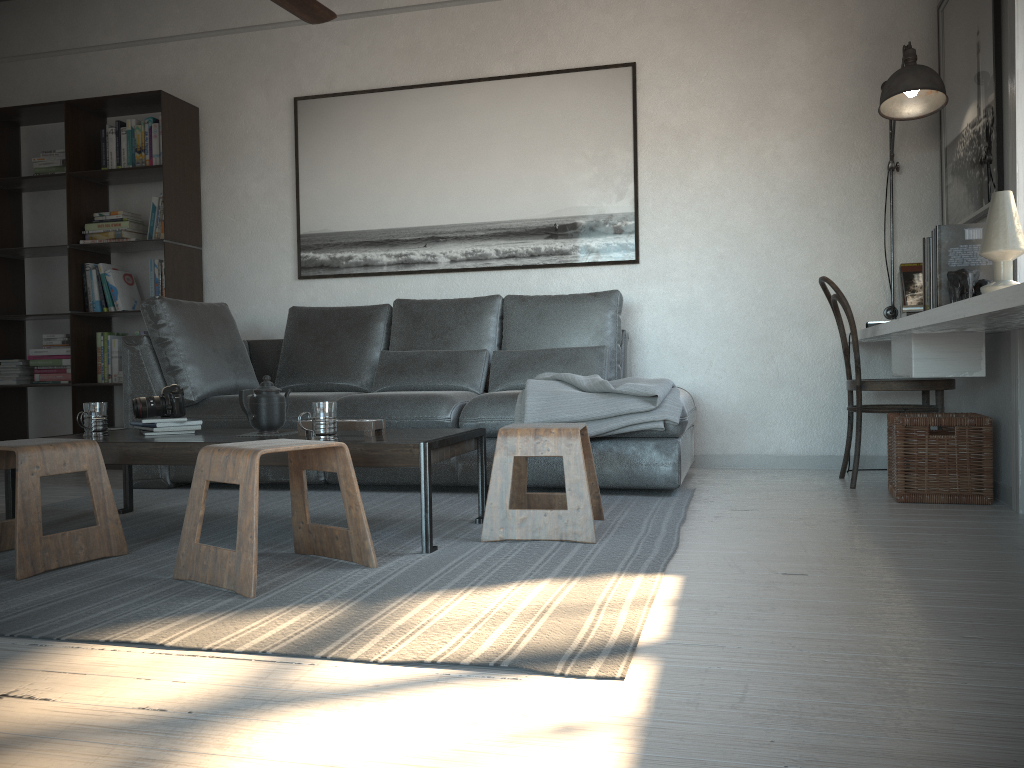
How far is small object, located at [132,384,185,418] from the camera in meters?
3.1

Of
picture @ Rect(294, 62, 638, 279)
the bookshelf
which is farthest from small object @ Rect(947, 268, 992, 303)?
the bookshelf

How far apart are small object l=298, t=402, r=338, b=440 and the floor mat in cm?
34

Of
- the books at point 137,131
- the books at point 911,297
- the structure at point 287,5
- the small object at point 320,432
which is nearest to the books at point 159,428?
the small object at point 320,432

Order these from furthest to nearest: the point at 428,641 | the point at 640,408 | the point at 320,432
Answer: the point at 640,408
the point at 320,432
the point at 428,641

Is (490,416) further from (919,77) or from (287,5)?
(919,77)

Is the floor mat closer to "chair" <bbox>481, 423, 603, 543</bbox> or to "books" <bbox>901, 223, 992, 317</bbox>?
"chair" <bbox>481, 423, 603, 543</bbox>

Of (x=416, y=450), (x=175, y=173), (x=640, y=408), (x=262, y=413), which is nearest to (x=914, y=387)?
(x=640, y=408)

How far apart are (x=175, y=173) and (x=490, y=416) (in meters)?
2.62

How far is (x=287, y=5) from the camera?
3.3m
